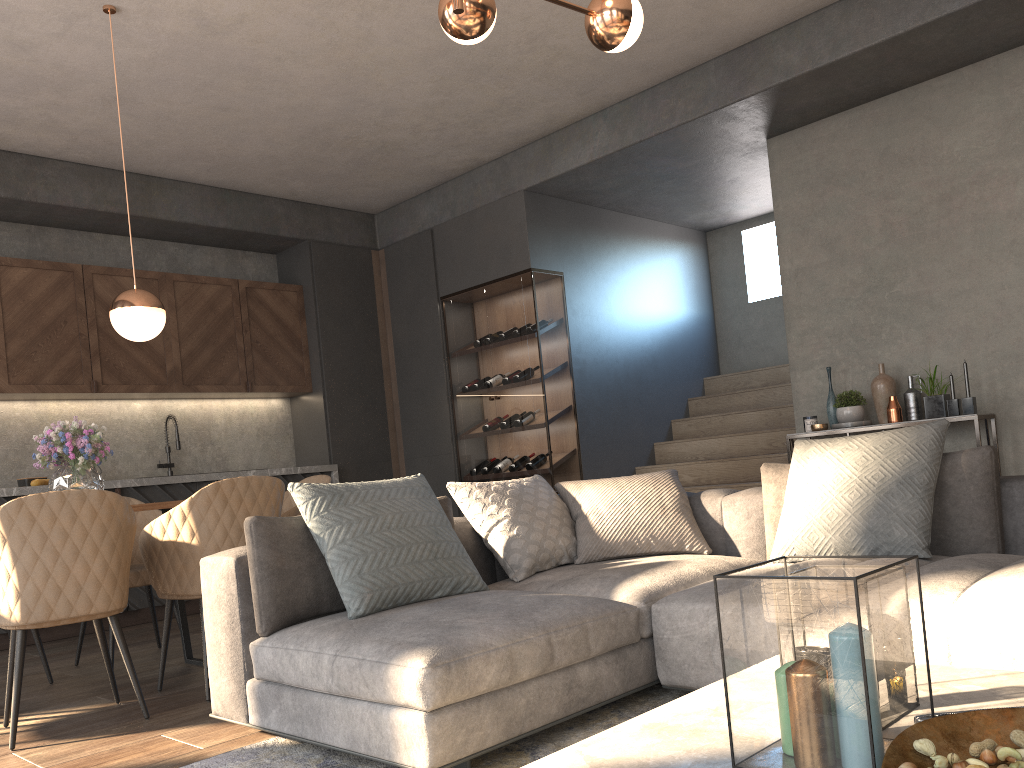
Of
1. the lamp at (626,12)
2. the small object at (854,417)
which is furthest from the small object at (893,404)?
the lamp at (626,12)

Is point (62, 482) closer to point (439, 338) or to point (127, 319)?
point (127, 319)

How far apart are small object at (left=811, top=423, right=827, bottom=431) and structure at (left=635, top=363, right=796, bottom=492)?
0.73m

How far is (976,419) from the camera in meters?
4.7 m

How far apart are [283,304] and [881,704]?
6.5m

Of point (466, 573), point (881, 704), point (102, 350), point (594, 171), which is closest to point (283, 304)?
point (102, 350)

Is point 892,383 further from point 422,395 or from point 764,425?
point 422,395

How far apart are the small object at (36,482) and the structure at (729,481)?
4.2 meters

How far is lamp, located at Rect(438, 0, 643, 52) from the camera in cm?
290

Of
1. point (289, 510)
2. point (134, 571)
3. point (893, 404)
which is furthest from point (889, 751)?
point (893, 404)
